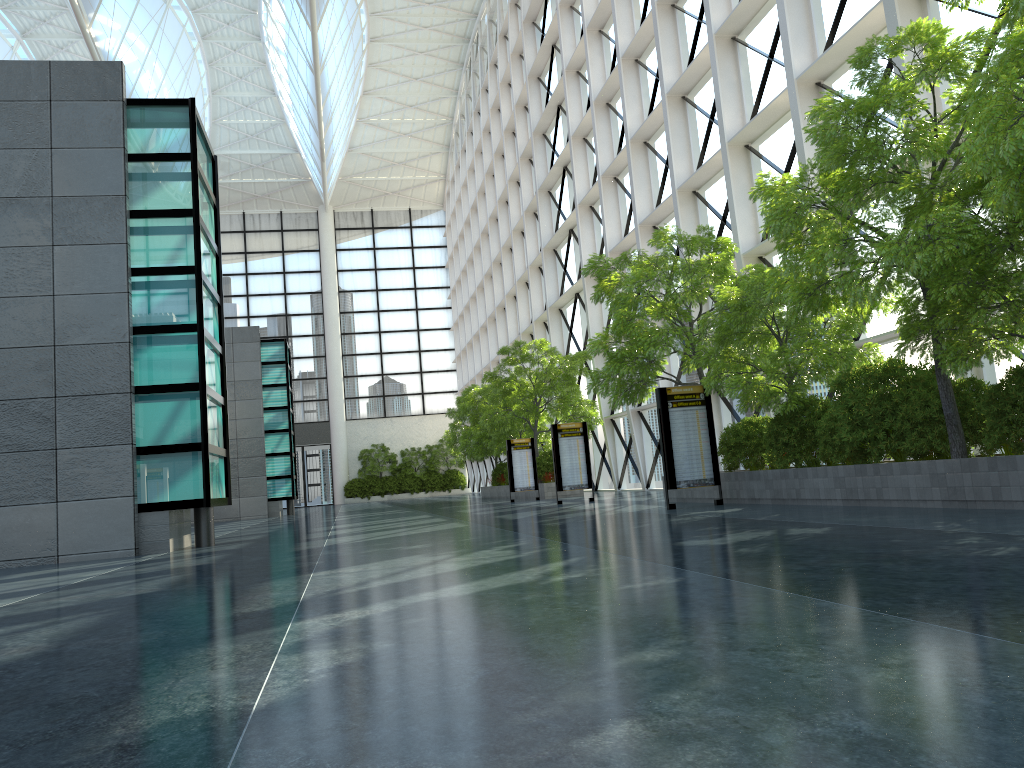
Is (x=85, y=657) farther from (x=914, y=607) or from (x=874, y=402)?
(x=874, y=402)
